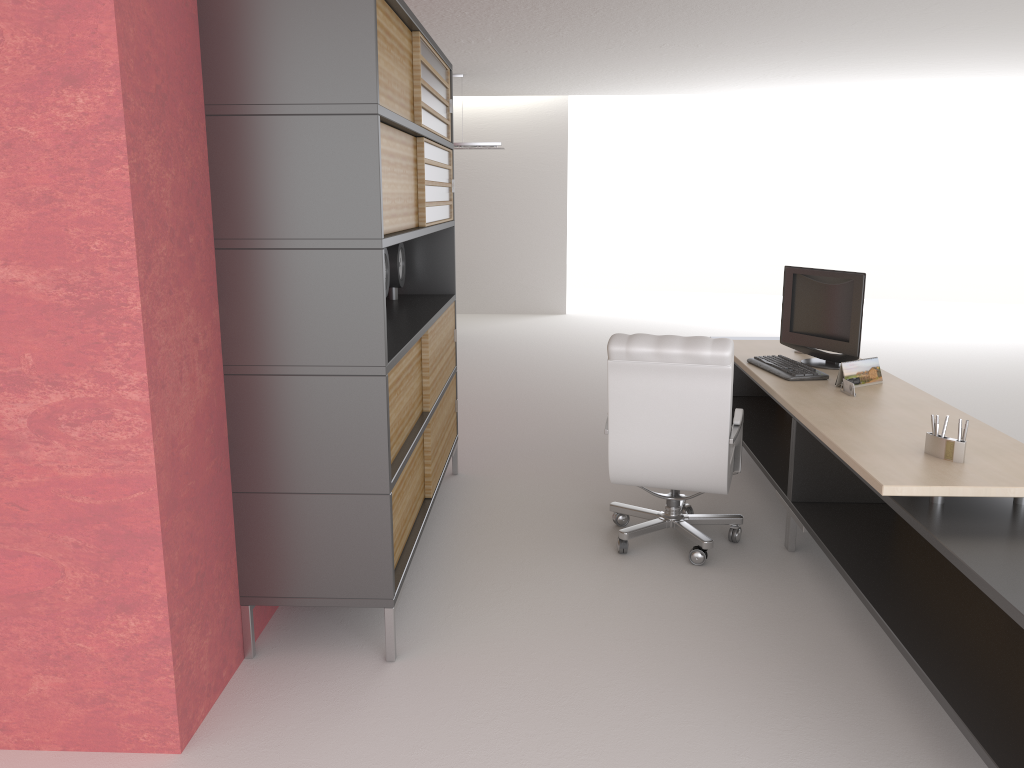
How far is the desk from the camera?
3.9 meters

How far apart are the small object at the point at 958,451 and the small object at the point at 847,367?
1.6 meters

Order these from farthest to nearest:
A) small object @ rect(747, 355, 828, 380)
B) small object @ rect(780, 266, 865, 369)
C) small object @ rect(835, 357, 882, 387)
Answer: small object @ rect(780, 266, 865, 369) → small object @ rect(747, 355, 828, 380) → small object @ rect(835, 357, 882, 387)

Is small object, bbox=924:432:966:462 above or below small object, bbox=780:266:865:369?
below

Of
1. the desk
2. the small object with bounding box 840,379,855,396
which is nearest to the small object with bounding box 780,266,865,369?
the desk

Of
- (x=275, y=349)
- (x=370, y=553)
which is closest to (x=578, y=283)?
(x=370, y=553)

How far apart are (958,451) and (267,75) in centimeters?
396cm

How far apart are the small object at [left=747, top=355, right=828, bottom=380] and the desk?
0.1 meters

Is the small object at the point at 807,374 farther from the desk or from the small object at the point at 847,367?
the small object at the point at 847,367

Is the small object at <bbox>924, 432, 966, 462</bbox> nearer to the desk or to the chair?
the desk
